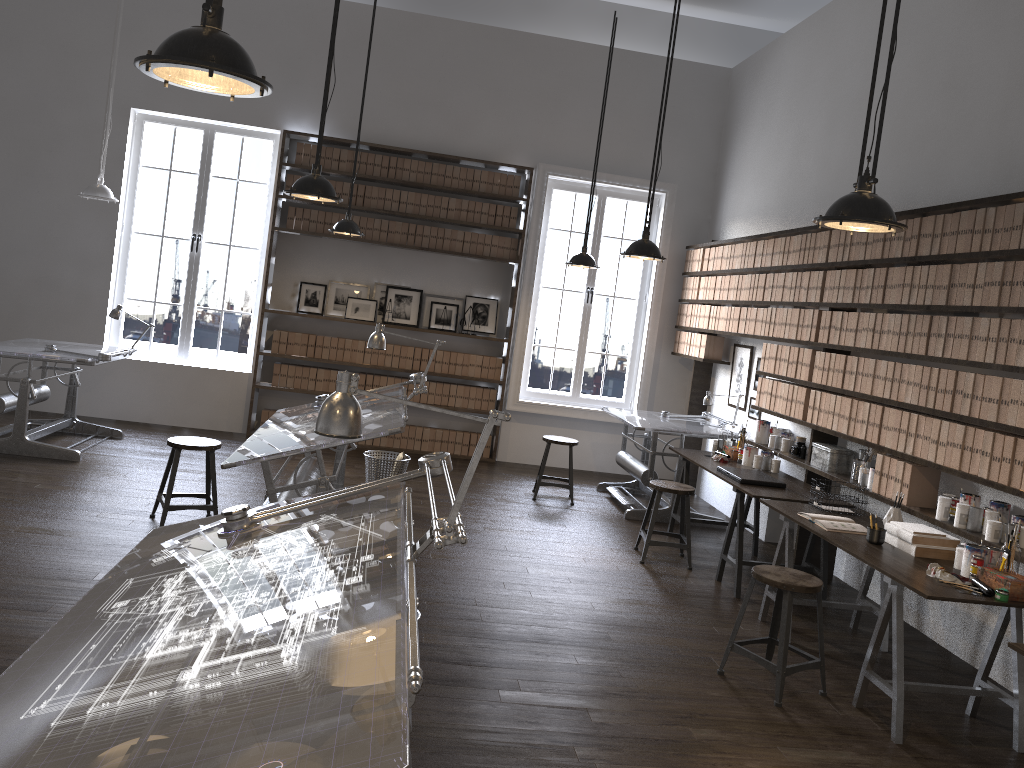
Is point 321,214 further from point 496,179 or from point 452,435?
point 452,435

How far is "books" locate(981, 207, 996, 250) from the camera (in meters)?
4.36

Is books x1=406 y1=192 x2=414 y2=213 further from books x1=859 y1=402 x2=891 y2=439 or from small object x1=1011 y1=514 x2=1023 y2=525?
small object x1=1011 y1=514 x2=1023 y2=525

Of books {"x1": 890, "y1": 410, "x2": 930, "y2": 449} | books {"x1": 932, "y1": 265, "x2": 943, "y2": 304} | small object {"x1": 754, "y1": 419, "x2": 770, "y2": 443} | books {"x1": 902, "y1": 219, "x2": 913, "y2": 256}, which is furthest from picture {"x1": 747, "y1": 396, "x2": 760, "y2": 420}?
books {"x1": 932, "y1": 265, "x2": 943, "y2": 304}

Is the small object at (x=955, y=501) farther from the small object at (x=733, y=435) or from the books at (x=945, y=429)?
the small object at (x=733, y=435)

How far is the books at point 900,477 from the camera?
4.91m

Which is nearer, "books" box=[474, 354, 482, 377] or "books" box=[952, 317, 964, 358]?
"books" box=[952, 317, 964, 358]

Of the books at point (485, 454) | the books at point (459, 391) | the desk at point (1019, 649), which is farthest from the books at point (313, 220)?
the desk at point (1019, 649)

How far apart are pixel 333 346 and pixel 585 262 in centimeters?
277cm

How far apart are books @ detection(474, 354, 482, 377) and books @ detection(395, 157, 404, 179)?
2.0m
